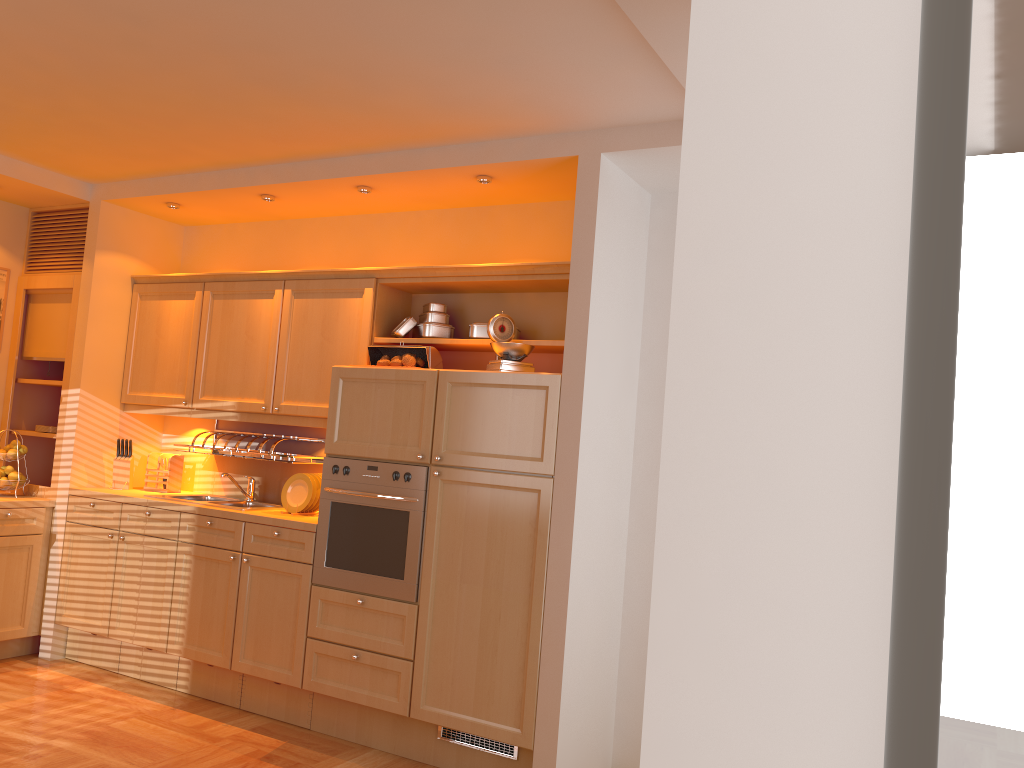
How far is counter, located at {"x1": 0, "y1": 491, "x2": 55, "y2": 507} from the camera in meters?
4.8 m

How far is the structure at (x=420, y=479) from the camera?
3.9m

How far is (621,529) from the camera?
3.94m

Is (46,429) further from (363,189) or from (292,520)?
(363,189)

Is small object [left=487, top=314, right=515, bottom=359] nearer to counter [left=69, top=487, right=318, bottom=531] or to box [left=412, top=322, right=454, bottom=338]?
box [left=412, top=322, right=454, bottom=338]

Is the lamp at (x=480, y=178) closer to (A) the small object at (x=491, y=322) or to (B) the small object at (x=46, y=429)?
(A) the small object at (x=491, y=322)

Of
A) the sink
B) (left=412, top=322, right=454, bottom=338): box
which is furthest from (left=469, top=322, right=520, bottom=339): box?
the sink

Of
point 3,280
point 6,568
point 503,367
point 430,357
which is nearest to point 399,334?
point 430,357

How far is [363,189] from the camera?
4.4 meters

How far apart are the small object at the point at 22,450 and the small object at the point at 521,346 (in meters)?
3.01
